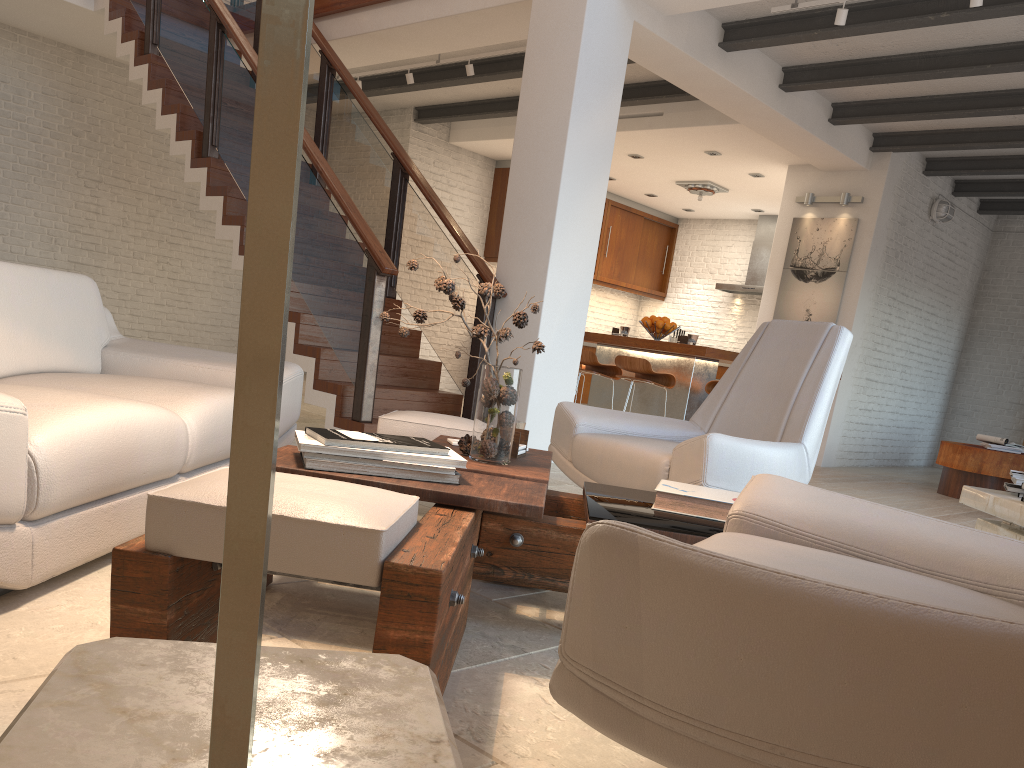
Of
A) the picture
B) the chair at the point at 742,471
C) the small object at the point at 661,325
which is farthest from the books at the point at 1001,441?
the chair at the point at 742,471

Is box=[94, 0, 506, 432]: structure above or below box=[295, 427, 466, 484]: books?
above

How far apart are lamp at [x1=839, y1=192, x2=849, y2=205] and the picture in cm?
19

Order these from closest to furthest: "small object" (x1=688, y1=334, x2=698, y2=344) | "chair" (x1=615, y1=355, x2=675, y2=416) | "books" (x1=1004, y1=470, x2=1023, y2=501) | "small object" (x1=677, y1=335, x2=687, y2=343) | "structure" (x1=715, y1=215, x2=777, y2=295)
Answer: "books" (x1=1004, y1=470, x2=1023, y2=501) < "chair" (x1=615, y1=355, x2=675, y2=416) < "small object" (x1=688, y1=334, x2=698, y2=344) < "small object" (x1=677, y1=335, x2=687, y2=343) < "structure" (x1=715, y1=215, x2=777, y2=295)

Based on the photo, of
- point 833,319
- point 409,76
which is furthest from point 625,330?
point 409,76

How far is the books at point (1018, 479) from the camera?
2.61m

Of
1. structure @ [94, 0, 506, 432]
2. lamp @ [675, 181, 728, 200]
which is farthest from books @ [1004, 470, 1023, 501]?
lamp @ [675, 181, 728, 200]

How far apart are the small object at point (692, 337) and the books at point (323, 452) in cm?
536

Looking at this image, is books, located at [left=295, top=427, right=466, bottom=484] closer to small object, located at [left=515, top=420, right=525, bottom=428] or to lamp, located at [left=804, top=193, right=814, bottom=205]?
small object, located at [left=515, top=420, right=525, bottom=428]

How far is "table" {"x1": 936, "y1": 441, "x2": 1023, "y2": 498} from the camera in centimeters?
709cm
